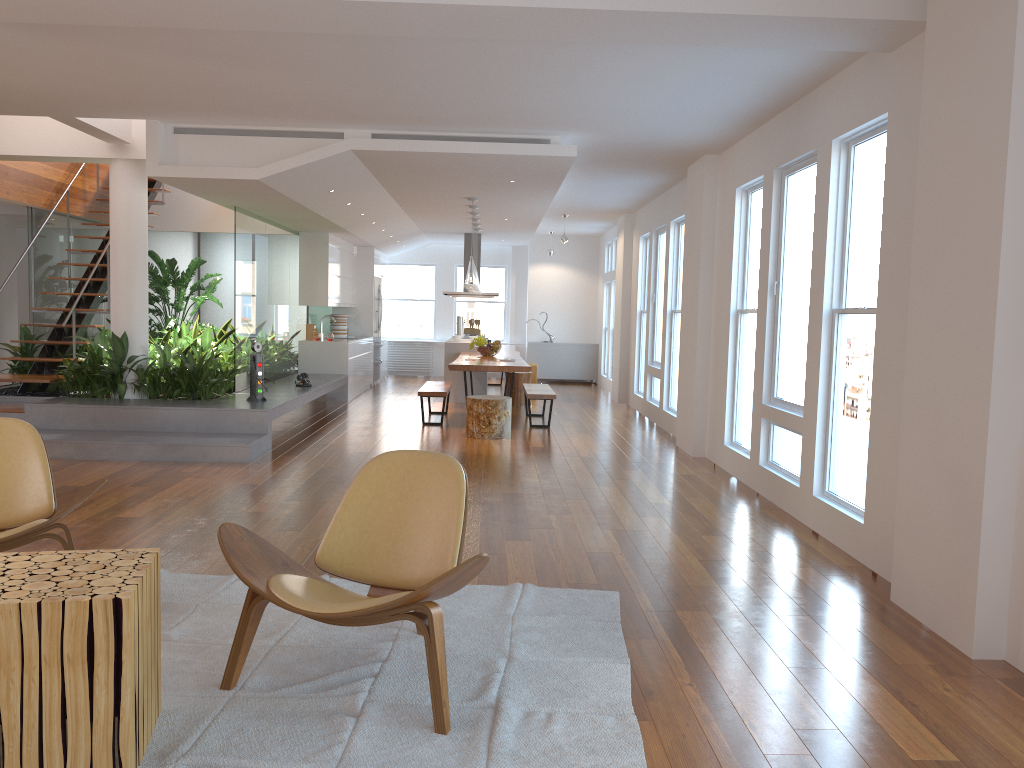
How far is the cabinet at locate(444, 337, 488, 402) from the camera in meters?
12.3

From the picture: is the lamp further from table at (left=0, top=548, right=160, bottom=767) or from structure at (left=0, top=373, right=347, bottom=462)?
table at (left=0, top=548, right=160, bottom=767)

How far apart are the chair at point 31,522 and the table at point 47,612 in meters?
0.9

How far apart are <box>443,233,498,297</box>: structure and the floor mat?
10.3 meters

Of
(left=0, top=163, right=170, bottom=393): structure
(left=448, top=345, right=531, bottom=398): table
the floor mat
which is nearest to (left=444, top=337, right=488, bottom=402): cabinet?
(left=448, top=345, right=531, bottom=398): table

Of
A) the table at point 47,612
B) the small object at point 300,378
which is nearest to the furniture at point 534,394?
the small object at point 300,378

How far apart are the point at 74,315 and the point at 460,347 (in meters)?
5.08

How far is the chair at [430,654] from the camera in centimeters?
269cm

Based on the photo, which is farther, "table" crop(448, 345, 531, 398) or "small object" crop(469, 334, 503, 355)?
"small object" crop(469, 334, 503, 355)

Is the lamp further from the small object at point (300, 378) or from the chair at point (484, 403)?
the small object at point (300, 378)
